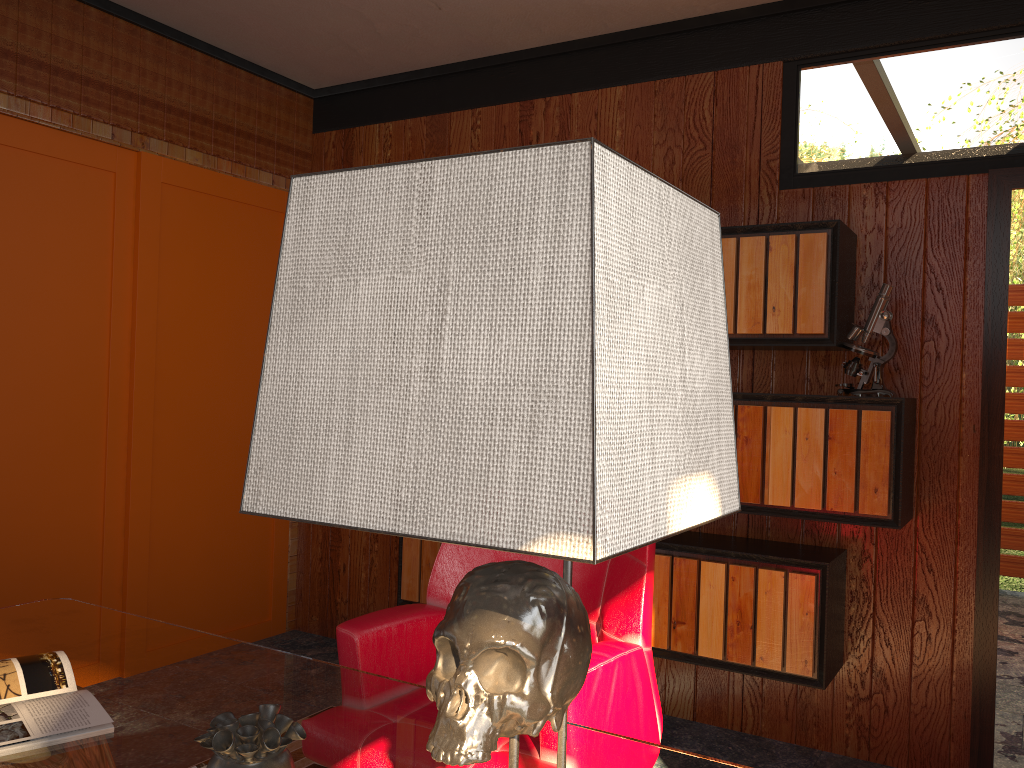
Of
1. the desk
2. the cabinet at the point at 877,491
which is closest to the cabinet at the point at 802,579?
the cabinet at the point at 877,491

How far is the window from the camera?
3.1 meters

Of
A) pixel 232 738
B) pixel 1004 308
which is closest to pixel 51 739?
pixel 232 738

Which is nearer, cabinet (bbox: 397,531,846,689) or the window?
cabinet (bbox: 397,531,846,689)

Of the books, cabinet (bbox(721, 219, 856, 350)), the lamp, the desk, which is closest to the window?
the desk

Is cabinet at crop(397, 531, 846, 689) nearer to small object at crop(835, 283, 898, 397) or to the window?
small object at crop(835, 283, 898, 397)

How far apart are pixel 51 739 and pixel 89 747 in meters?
0.1

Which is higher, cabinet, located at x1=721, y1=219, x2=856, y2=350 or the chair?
cabinet, located at x1=721, y1=219, x2=856, y2=350

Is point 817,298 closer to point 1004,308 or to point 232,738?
point 1004,308

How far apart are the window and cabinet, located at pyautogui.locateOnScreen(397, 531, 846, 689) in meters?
0.9 m
